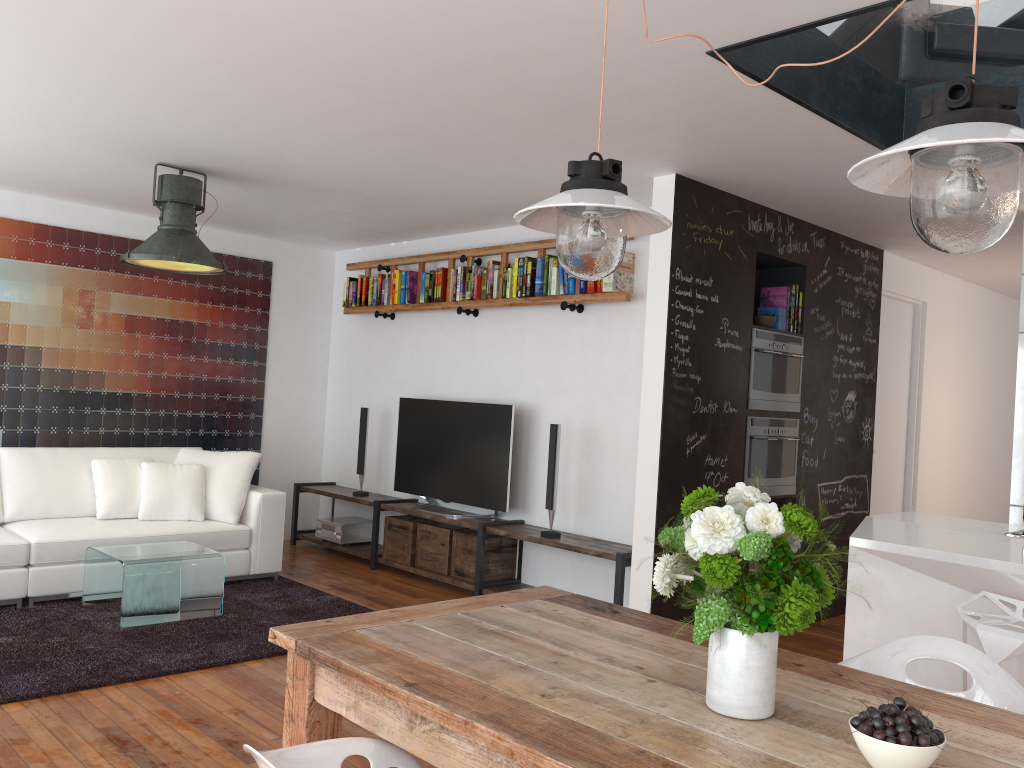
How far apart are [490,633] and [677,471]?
2.6m

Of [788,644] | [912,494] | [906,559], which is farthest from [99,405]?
[912,494]

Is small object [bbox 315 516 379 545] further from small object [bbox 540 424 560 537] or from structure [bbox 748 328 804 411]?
structure [bbox 748 328 804 411]

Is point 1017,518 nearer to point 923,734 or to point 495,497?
point 495,497

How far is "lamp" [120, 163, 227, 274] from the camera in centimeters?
477cm

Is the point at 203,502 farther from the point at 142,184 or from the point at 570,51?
the point at 570,51

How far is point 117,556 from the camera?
4.7 meters

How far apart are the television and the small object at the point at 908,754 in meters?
4.4

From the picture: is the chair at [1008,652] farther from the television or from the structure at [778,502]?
the television

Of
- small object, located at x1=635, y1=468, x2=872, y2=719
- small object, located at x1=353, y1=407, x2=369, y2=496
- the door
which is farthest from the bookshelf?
small object, located at x1=635, y1=468, x2=872, y2=719
